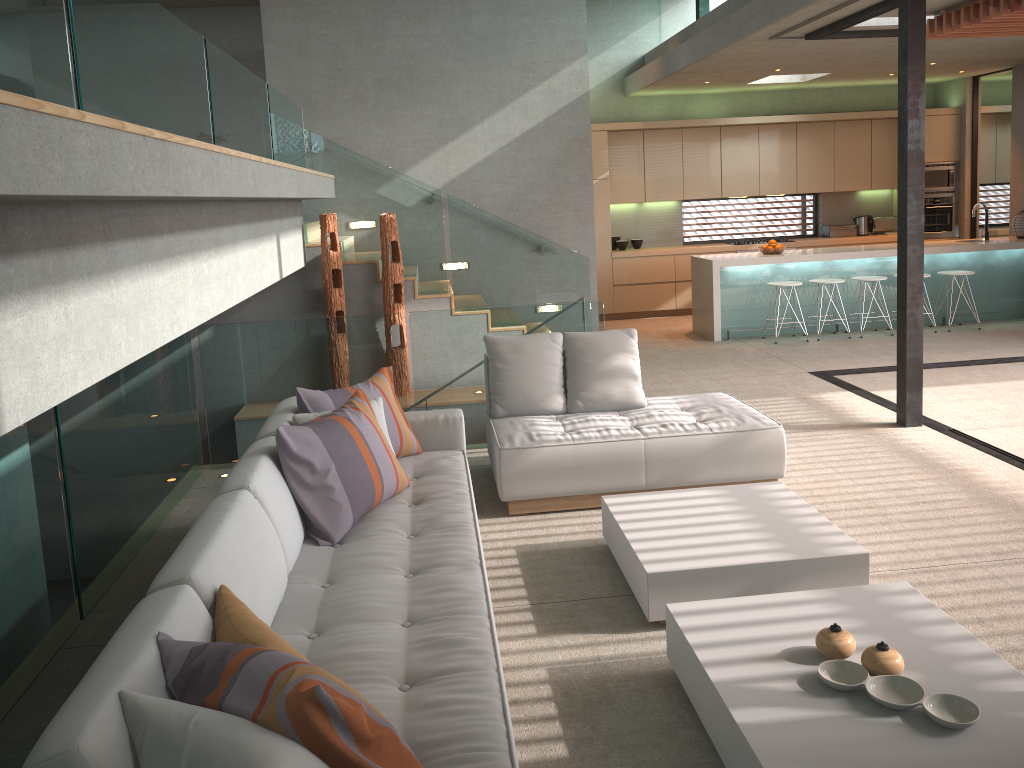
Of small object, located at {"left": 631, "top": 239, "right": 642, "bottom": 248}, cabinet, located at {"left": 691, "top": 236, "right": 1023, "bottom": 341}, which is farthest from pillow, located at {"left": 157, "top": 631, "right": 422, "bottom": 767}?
small object, located at {"left": 631, "top": 239, "right": 642, "bottom": 248}

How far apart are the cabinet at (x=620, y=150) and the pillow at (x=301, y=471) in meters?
7.8

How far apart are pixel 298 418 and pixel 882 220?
10.5m

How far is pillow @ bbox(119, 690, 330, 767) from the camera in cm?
168

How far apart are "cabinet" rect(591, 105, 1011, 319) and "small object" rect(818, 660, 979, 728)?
9.09m

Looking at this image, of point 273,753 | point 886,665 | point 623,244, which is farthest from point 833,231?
point 273,753

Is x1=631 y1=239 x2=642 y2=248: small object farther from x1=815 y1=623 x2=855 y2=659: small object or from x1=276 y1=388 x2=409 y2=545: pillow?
x1=815 y1=623 x2=855 y2=659: small object

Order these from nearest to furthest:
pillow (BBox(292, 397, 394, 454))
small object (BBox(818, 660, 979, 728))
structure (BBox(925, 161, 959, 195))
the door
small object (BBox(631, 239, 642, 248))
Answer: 1. small object (BBox(818, 660, 979, 728))
2. pillow (BBox(292, 397, 394, 454))
3. the door
4. structure (BBox(925, 161, 959, 195))
5. small object (BBox(631, 239, 642, 248))

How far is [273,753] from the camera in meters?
1.7

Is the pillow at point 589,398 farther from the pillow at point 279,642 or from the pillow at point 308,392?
the pillow at point 279,642
